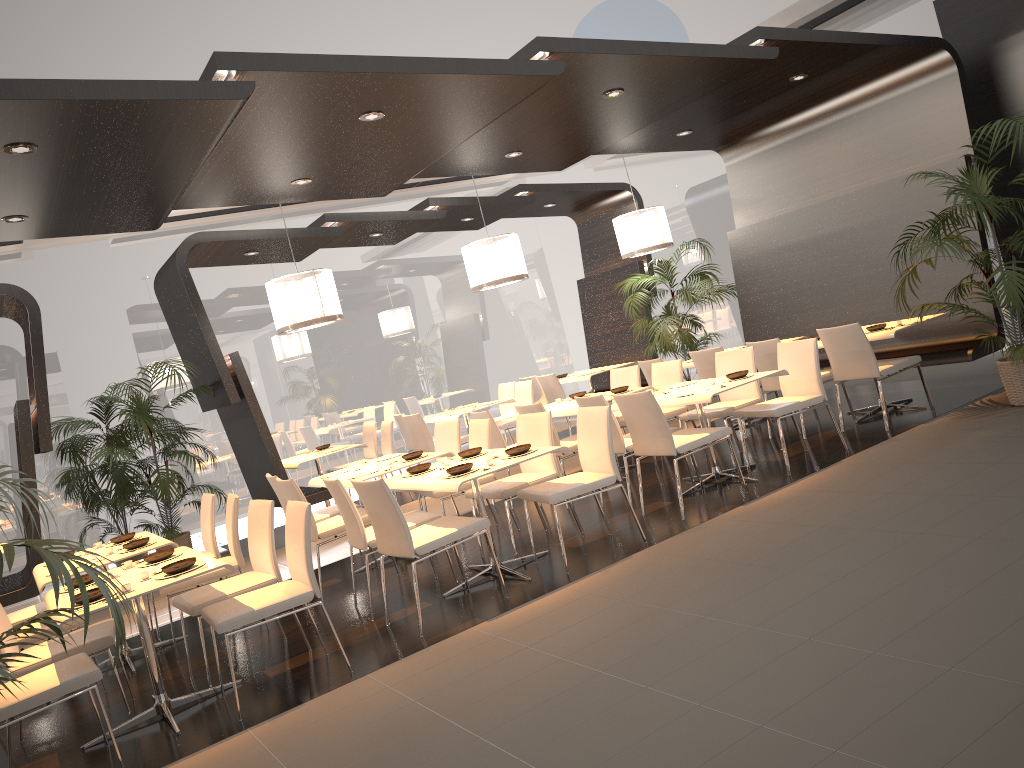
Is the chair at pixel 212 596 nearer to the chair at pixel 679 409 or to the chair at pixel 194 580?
the chair at pixel 194 580

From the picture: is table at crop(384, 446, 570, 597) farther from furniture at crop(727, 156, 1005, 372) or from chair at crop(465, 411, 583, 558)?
furniture at crop(727, 156, 1005, 372)

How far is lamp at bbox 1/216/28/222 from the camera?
5.8 meters

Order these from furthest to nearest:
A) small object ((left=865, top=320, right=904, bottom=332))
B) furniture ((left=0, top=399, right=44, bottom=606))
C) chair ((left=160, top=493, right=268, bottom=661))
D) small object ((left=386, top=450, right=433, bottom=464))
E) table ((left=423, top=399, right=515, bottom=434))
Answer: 1. table ((left=423, top=399, right=515, bottom=434))
2. furniture ((left=0, top=399, right=44, bottom=606))
3. small object ((left=865, top=320, right=904, bottom=332))
4. small object ((left=386, top=450, right=433, bottom=464))
5. chair ((left=160, top=493, right=268, bottom=661))

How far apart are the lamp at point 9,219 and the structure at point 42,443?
2.2 meters

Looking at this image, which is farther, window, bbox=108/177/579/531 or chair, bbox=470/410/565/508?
window, bbox=108/177/579/531

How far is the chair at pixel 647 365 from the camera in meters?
8.9 m

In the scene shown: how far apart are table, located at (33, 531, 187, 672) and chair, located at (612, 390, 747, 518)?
3.12m

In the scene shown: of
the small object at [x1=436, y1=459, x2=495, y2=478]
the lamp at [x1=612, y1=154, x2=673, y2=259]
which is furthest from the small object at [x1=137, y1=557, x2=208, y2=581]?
the lamp at [x1=612, y1=154, x2=673, y2=259]

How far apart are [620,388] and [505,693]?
4.3m
